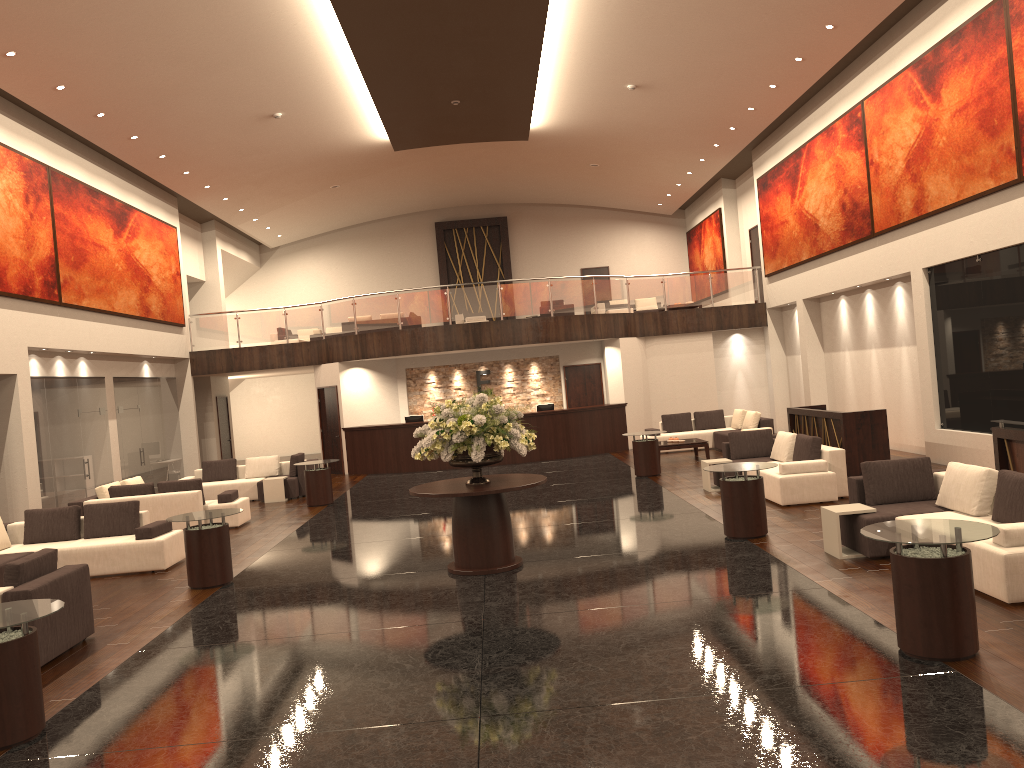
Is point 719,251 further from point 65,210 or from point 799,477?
point 65,210

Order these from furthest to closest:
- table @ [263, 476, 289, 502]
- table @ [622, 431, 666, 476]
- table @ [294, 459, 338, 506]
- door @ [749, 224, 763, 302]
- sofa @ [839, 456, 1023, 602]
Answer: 1. door @ [749, 224, 763, 302]
2. table @ [263, 476, 289, 502]
3. table @ [622, 431, 666, 476]
4. table @ [294, 459, 338, 506]
5. sofa @ [839, 456, 1023, 602]

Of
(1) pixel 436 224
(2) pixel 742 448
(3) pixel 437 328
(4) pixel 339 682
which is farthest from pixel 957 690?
(1) pixel 436 224

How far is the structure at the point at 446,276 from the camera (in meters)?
30.83

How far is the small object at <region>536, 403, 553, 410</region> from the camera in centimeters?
2176cm

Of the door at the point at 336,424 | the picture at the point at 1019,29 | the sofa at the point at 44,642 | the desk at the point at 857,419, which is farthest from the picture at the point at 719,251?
the sofa at the point at 44,642

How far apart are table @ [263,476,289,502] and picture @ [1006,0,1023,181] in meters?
13.7 m

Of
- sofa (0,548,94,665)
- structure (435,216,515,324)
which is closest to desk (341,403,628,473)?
structure (435,216,515,324)

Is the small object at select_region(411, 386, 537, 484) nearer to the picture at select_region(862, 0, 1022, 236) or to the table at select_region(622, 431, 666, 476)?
the table at select_region(622, 431, 666, 476)

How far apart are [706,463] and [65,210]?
12.4 meters
